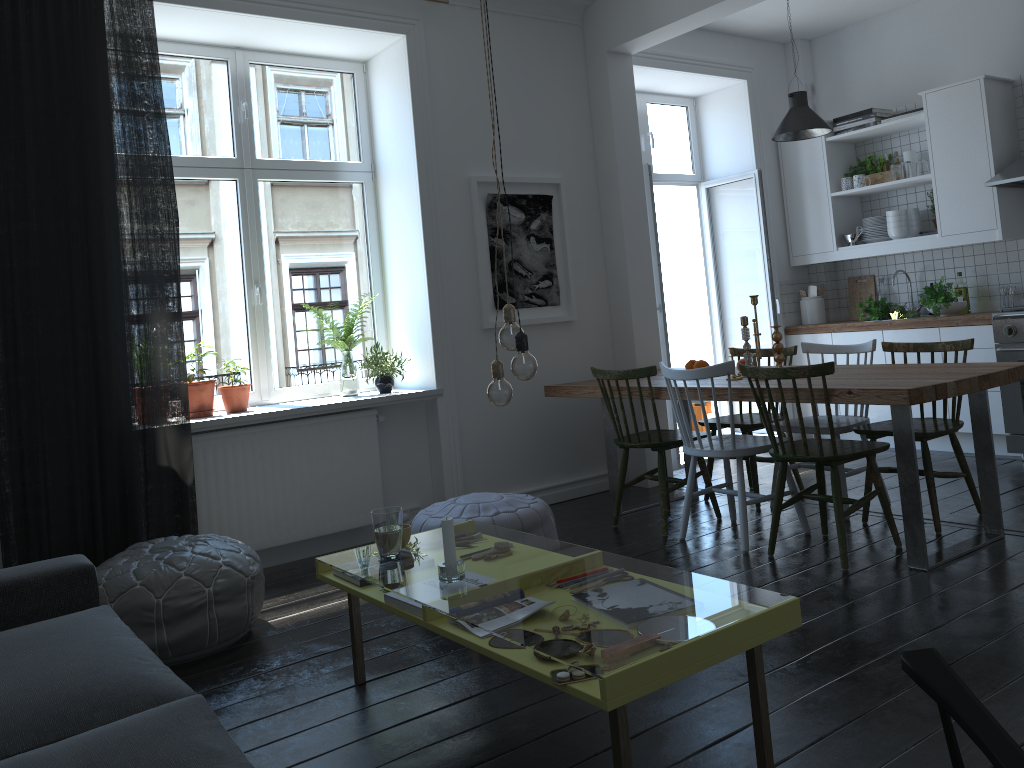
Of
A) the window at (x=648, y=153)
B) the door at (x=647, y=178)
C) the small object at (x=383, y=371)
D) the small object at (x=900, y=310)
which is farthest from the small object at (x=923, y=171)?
the small object at (x=383, y=371)

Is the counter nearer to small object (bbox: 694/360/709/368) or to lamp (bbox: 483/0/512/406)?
small object (bbox: 694/360/709/368)

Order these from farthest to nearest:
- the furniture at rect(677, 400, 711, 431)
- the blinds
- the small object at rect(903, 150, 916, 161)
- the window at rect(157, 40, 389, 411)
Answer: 1. the furniture at rect(677, 400, 711, 431)
2. the small object at rect(903, 150, 916, 161)
3. the window at rect(157, 40, 389, 411)
4. the blinds

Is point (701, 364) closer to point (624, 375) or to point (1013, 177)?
point (624, 375)

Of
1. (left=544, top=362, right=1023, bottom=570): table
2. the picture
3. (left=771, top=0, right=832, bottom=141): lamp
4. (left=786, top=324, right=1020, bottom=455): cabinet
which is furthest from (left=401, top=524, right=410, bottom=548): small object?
(left=786, top=324, right=1020, bottom=455): cabinet

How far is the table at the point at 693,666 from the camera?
1.9 meters

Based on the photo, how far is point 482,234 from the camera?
5.1 meters

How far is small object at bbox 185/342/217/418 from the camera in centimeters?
431cm

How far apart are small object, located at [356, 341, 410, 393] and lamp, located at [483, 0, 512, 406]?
2.3m

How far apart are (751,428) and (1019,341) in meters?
1.8
